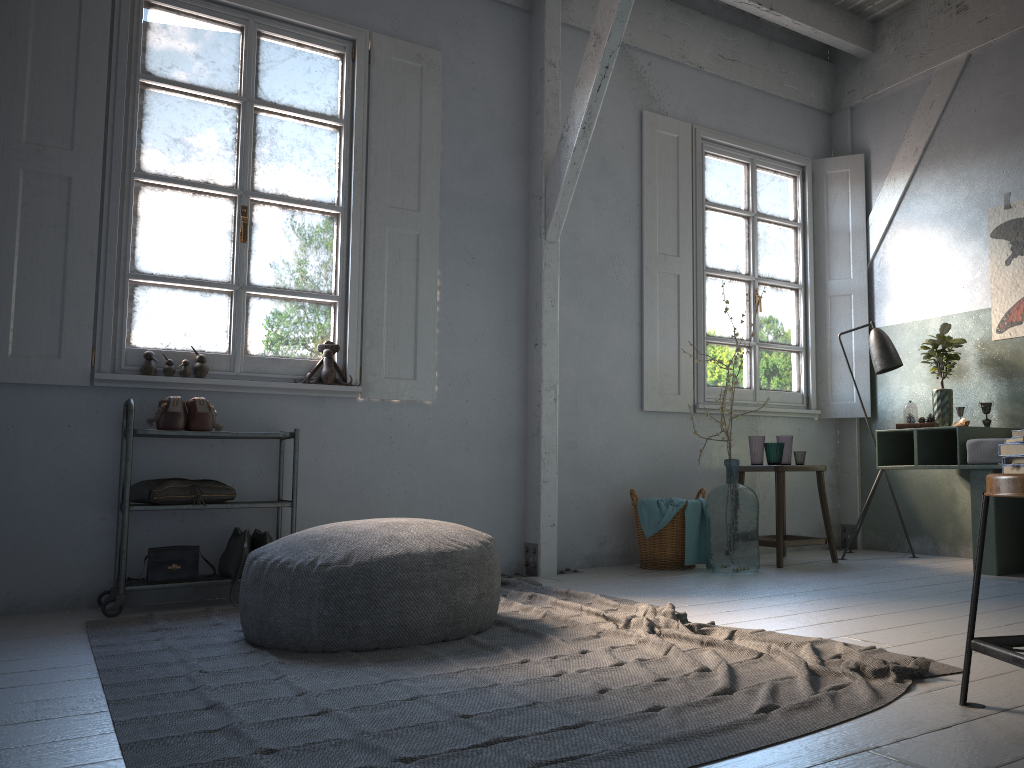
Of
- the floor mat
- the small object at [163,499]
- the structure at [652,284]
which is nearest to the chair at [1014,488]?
the floor mat

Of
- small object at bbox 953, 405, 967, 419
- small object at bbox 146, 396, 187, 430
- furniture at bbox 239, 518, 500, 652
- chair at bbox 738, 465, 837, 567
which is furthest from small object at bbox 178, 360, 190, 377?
small object at bbox 953, 405, 967, 419

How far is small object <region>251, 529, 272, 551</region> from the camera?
4.68m

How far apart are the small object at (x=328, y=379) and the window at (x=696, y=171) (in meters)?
2.65

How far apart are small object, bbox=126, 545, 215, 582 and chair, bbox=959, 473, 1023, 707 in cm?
362

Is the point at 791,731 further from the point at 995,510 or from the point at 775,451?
the point at 775,451

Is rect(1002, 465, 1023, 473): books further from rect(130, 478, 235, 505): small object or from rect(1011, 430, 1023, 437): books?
rect(130, 478, 235, 505): small object

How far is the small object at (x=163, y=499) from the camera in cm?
445

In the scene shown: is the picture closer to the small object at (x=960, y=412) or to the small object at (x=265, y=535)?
the small object at (x=960, y=412)

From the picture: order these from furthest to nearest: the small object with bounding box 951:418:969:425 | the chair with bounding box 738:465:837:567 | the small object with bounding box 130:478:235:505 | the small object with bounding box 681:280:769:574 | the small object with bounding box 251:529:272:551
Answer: the chair with bounding box 738:465:837:567 < the small object with bounding box 951:418:969:425 < the small object with bounding box 681:280:769:574 < the small object with bounding box 251:529:272:551 < the small object with bounding box 130:478:235:505
